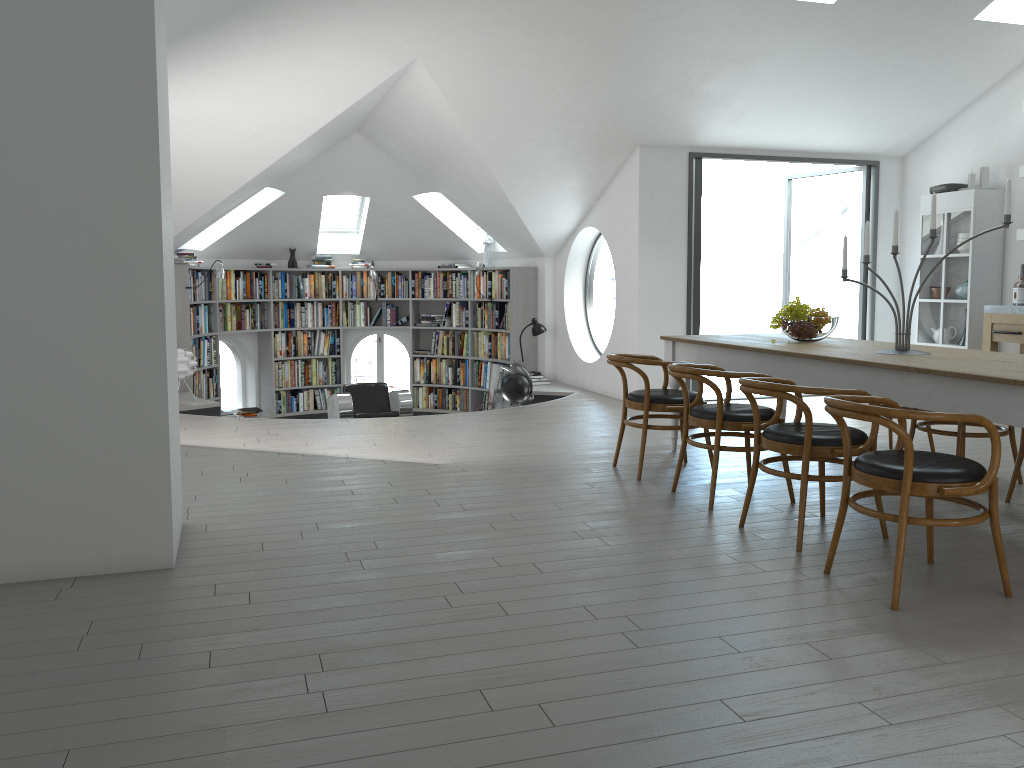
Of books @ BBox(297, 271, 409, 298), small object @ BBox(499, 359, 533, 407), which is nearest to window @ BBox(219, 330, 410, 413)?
books @ BBox(297, 271, 409, 298)

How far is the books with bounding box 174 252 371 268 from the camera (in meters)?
9.96

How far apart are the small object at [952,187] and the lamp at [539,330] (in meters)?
4.25

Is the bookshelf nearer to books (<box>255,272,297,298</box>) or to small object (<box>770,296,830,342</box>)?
books (<box>255,272,297,298</box>)

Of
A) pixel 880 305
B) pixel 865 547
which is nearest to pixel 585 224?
pixel 880 305

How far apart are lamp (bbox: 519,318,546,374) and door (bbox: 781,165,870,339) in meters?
2.8

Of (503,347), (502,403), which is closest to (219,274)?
(503,347)

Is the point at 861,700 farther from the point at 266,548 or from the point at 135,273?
the point at 135,273

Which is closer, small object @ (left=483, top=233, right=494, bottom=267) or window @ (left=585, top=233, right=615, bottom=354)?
small object @ (left=483, top=233, right=494, bottom=267)

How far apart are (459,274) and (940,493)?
8.85m
